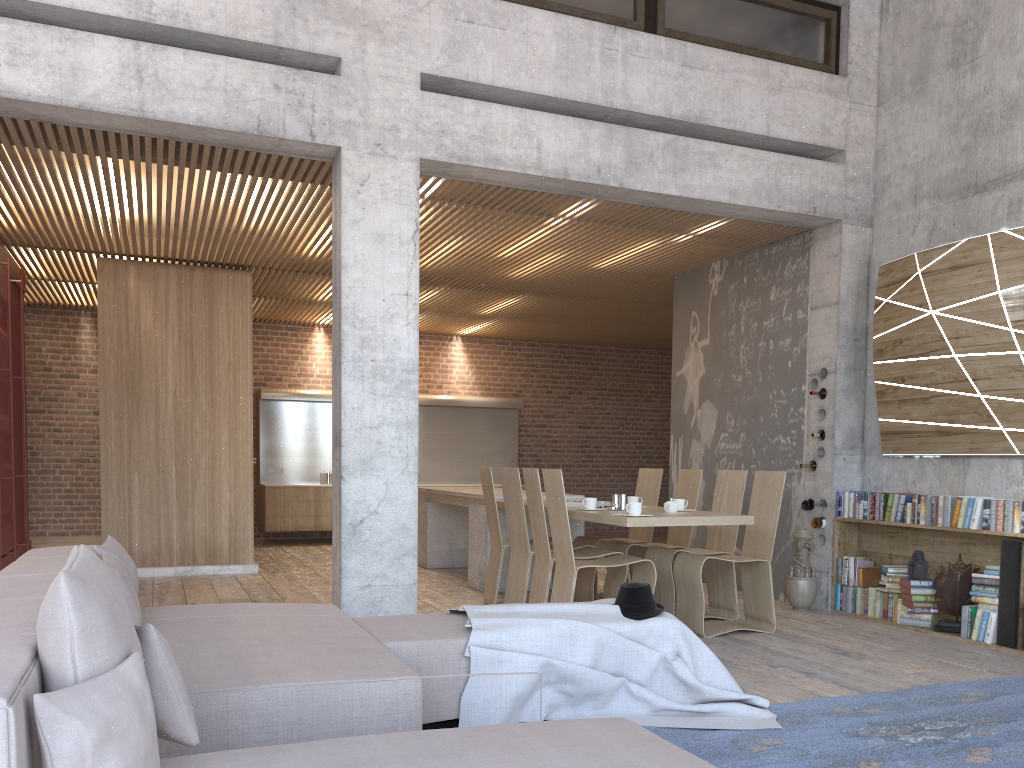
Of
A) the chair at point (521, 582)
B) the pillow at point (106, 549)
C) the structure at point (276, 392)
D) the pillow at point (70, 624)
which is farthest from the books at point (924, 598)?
the structure at point (276, 392)

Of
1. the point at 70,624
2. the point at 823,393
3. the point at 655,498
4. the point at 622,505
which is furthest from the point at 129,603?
the point at 823,393

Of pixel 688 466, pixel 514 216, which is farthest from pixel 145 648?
pixel 688 466

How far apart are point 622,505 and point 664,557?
0.55m

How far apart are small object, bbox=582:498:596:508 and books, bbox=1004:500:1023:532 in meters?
2.8

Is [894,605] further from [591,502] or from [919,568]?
[591,502]

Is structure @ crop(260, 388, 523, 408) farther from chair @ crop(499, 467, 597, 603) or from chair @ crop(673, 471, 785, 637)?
chair @ crop(673, 471, 785, 637)

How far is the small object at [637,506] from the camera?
5.8 meters

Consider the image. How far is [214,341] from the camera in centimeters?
928cm

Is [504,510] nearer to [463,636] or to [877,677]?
[877,677]
